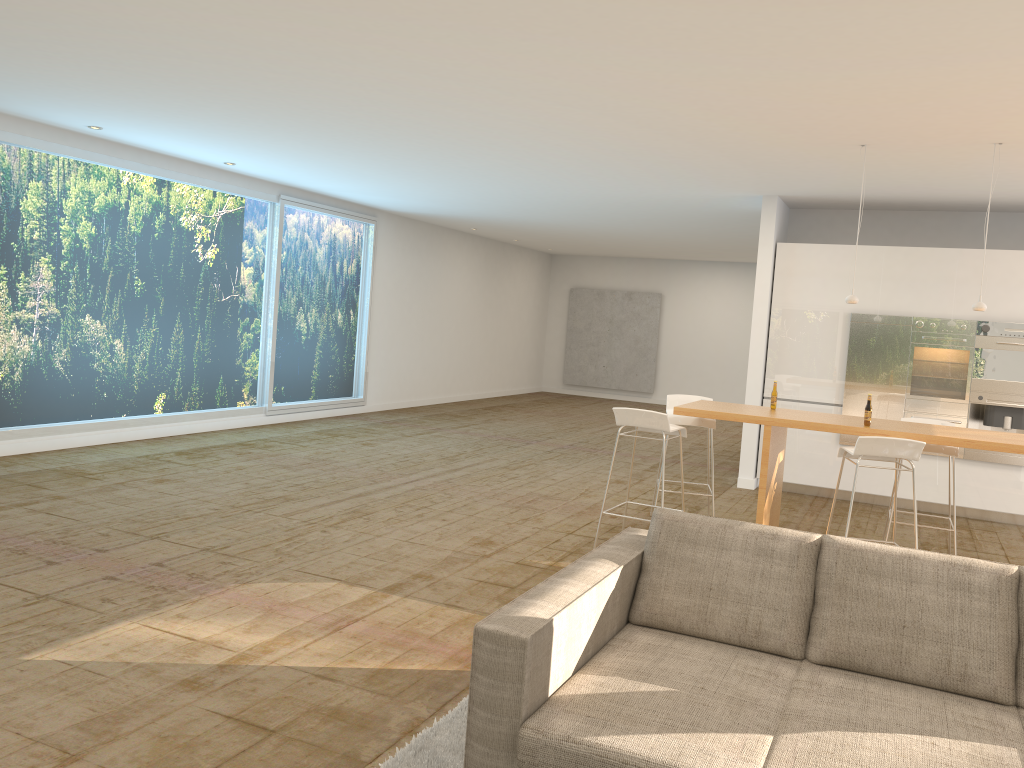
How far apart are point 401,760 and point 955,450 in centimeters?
476cm

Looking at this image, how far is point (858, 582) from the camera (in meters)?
3.18

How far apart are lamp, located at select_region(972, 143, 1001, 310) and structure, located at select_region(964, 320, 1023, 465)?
2.5 meters

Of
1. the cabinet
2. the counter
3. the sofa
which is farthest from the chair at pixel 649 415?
the cabinet

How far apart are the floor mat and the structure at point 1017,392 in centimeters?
657cm

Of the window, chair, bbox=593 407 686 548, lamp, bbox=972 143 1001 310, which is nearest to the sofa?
chair, bbox=593 407 686 548

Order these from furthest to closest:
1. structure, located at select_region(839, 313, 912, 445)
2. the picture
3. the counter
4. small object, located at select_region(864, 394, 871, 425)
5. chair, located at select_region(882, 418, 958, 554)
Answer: the picture → structure, located at select_region(839, 313, 912, 445) → chair, located at select_region(882, 418, 958, 554) → small object, located at select_region(864, 394, 871, 425) → the counter

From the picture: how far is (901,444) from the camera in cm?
519

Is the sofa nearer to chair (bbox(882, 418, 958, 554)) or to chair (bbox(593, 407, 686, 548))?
chair (bbox(593, 407, 686, 548))

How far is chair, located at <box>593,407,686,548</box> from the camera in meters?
5.8
